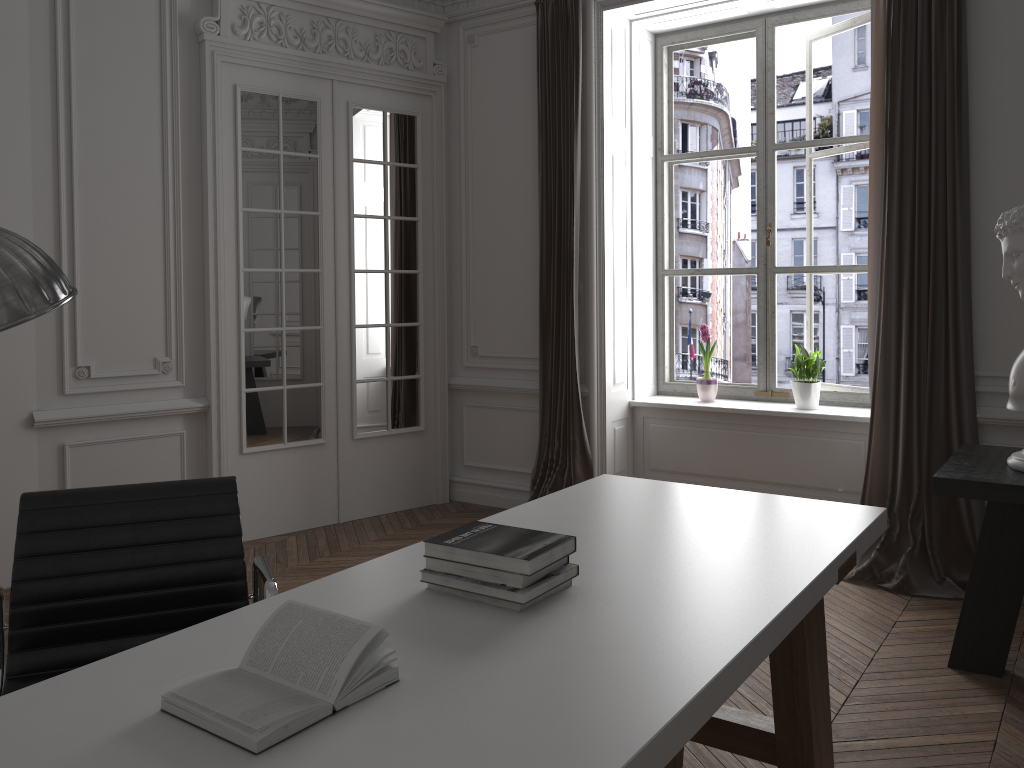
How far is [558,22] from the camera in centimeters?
508cm

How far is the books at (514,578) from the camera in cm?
175

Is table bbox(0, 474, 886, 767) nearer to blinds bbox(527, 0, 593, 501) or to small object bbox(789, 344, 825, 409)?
blinds bbox(527, 0, 593, 501)

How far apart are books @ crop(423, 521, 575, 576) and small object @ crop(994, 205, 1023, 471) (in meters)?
1.89

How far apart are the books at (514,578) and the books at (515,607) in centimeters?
4cm

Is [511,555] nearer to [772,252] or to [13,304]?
[13,304]

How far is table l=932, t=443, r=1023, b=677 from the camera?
2.9m

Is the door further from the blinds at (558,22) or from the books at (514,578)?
the books at (514,578)

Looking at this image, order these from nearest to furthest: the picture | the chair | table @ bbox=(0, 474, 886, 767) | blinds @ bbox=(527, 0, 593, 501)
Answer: table @ bbox=(0, 474, 886, 767) < the chair < blinds @ bbox=(527, 0, 593, 501) < the picture

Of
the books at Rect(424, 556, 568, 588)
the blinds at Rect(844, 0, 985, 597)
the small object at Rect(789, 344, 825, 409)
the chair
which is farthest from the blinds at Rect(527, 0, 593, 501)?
the books at Rect(424, 556, 568, 588)
